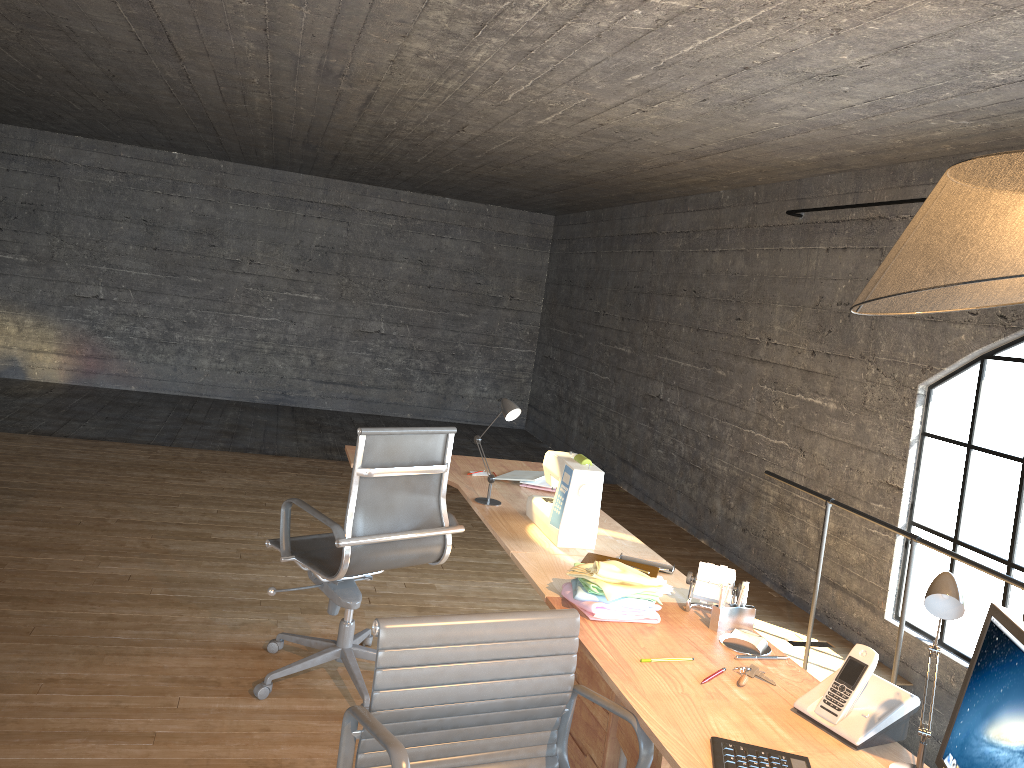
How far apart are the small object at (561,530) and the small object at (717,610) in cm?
66

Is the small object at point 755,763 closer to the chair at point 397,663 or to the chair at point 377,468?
the chair at point 397,663

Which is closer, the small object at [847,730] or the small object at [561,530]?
the small object at [847,730]

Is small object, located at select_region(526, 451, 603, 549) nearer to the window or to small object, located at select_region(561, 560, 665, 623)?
small object, located at select_region(561, 560, 665, 623)

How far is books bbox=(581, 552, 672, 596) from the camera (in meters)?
2.71

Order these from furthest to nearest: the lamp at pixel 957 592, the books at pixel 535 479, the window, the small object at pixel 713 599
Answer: the window, the books at pixel 535 479, the small object at pixel 713 599, the lamp at pixel 957 592

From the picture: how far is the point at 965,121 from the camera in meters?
3.6 m

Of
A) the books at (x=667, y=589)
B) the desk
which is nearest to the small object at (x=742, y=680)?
the desk

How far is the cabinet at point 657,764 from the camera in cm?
214

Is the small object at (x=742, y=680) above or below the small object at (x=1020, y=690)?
below
